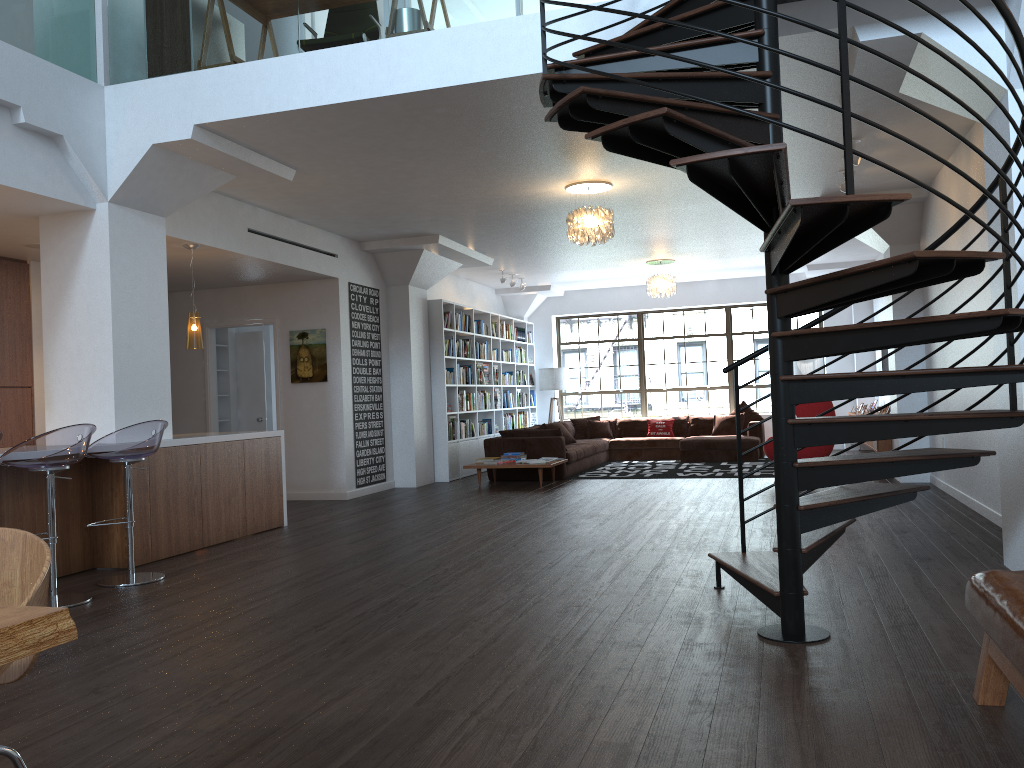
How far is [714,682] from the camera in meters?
3.2

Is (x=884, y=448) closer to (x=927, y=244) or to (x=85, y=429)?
(x=927, y=244)

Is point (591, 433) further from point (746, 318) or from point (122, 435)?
point (122, 435)

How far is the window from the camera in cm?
1564

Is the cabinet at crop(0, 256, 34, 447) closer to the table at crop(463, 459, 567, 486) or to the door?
the door

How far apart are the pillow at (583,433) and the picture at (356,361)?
4.7m

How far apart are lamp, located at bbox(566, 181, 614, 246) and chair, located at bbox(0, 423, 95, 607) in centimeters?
447cm

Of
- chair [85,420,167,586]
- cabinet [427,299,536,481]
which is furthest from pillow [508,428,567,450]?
chair [85,420,167,586]

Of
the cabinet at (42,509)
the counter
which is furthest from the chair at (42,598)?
the counter

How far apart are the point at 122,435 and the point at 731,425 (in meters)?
10.41
